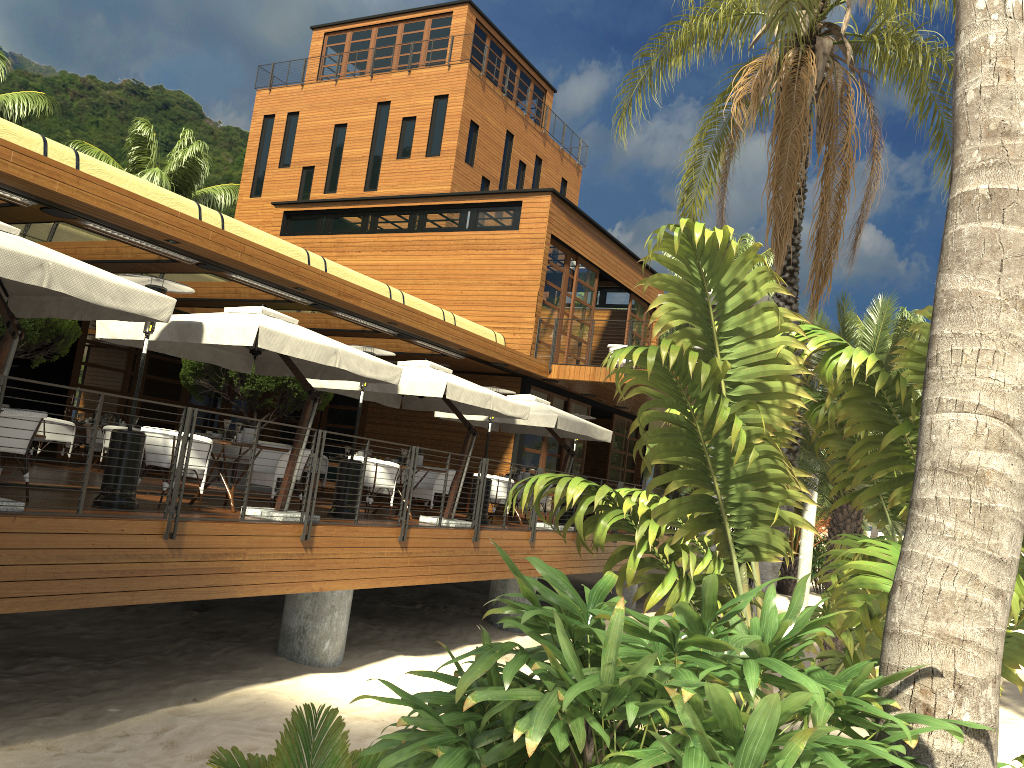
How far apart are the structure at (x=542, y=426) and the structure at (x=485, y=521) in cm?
167

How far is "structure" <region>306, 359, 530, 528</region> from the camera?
11.51m

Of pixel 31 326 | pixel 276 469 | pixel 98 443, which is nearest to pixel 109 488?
pixel 276 469

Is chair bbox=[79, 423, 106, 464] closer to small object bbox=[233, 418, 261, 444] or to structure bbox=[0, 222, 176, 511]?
small object bbox=[233, 418, 261, 444]

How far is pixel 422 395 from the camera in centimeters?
1151cm

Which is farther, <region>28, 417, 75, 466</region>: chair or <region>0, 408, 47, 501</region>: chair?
<region>28, 417, 75, 466</region>: chair

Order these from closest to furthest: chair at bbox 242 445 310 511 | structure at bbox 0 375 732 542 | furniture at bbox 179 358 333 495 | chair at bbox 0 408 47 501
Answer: structure at bbox 0 375 732 542, chair at bbox 0 408 47 501, chair at bbox 242 445 310 511, furniture at bbox 179 358 333 495

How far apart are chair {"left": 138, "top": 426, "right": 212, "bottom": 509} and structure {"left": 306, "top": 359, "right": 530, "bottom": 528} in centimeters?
293cm

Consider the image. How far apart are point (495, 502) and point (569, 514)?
2.39m

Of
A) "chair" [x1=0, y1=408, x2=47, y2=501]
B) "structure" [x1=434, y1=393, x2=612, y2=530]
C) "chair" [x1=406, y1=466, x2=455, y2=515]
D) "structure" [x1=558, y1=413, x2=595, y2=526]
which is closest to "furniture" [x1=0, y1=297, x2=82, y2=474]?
"chair" [x1=0, y1=408, x2=47, y2=501]
